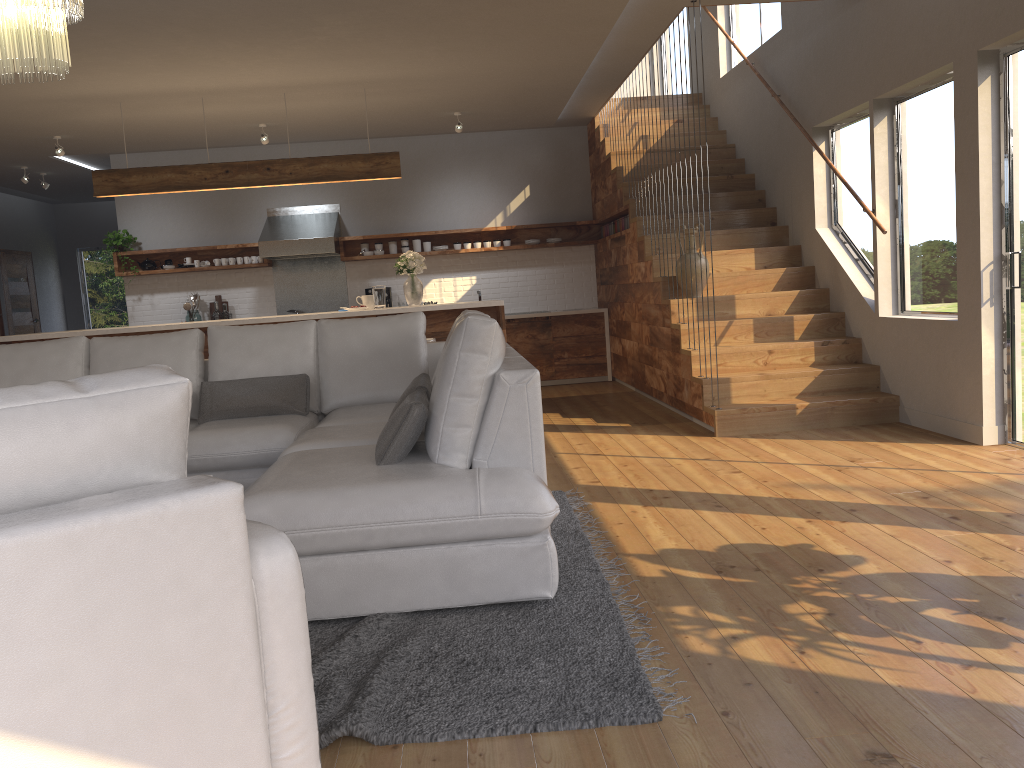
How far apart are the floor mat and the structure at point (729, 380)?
1.8m

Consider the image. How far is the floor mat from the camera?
2.1 meters

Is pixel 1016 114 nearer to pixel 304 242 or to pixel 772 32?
pixel 772 32

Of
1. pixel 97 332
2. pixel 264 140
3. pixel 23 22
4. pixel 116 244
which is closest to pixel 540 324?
pixel 264 140

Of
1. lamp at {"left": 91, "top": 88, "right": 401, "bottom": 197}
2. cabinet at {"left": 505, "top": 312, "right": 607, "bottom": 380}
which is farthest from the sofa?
cabinet at {"left": 505, "top": 312, "right": 607, "bottom": 380}

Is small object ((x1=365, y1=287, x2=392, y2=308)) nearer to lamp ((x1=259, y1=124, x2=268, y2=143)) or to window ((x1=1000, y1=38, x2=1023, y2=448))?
lamp ((x1=259, y1=124, x2=268, y2=143))

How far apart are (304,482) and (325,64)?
4.3 meters

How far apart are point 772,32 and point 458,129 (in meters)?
2.95

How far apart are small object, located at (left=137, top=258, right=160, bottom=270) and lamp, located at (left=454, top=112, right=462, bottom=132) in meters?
3.7 m

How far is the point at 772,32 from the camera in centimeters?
789cm
